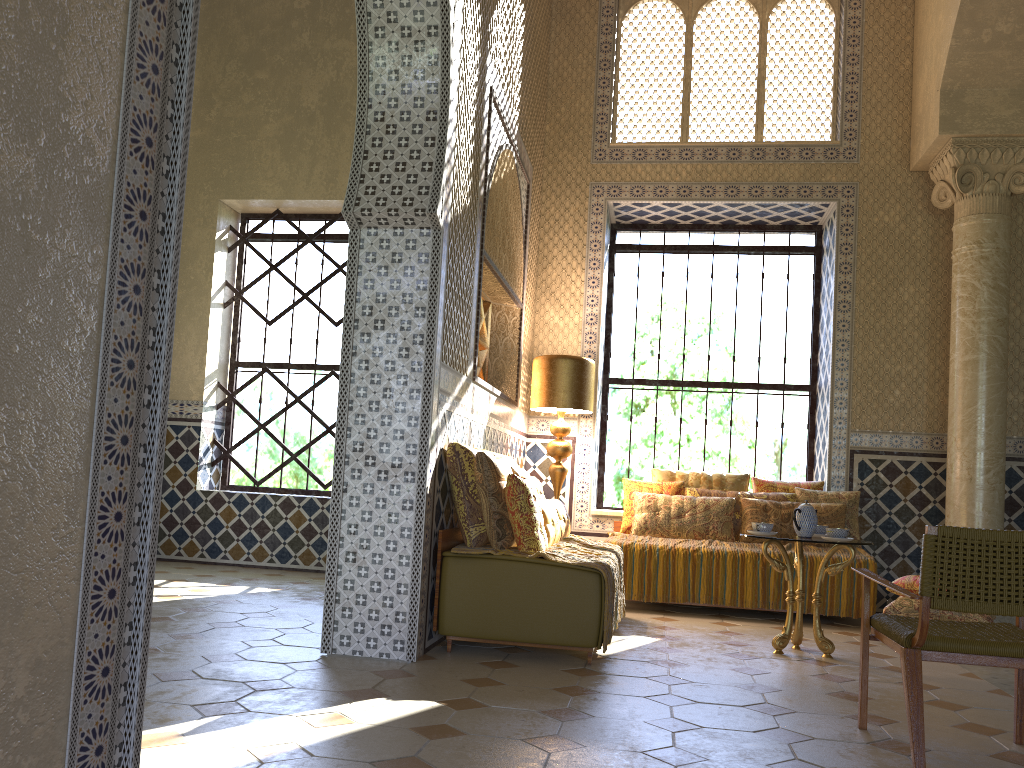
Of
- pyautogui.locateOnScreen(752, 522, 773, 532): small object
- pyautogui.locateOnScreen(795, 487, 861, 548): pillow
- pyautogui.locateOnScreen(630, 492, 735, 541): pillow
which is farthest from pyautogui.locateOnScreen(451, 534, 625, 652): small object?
pyautogui.locateOnScreen(795, 487, 861, 548): pillow

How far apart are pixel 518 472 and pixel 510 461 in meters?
0.9 m

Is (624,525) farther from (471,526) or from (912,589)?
(471,526)

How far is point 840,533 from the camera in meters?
7.1

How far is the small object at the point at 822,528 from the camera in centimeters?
777cm

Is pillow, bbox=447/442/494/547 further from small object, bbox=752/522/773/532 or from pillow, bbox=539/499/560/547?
small object, bbox=752/522/773/532

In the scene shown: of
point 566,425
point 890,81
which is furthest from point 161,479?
point 890,81

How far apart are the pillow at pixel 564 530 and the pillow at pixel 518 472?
0.6m

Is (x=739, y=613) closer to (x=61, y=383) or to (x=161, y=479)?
(x=161, y=479)

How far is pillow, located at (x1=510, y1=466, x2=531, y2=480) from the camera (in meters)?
7.57
